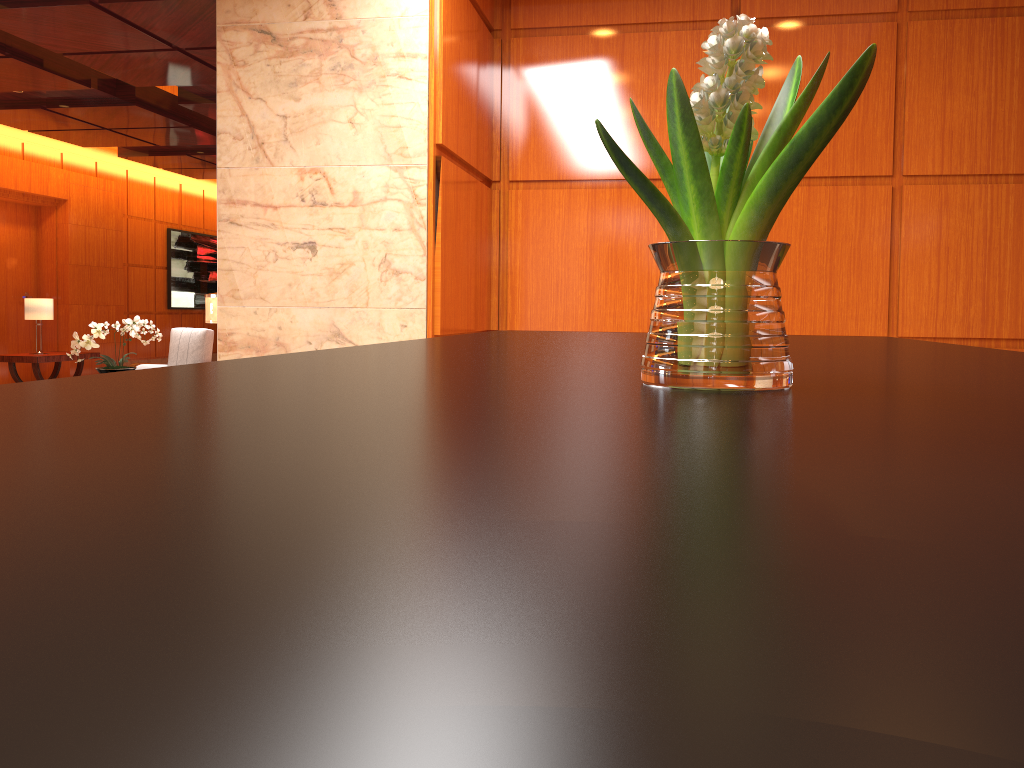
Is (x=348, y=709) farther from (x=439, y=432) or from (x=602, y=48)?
(x=602, y=48)

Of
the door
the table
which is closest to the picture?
the door

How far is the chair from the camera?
9.2 meters

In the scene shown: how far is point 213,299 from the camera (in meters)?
5.23

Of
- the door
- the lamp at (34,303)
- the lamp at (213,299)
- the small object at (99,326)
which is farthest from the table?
the lamp at (213,299)

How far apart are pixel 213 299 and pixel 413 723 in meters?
5.4

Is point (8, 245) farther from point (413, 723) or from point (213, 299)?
point (413, 723)

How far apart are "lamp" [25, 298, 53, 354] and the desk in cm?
1149

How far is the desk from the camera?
0.1 meters

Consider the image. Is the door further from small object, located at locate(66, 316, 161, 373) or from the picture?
small object, located at locate(66, 316, 161, 373)
